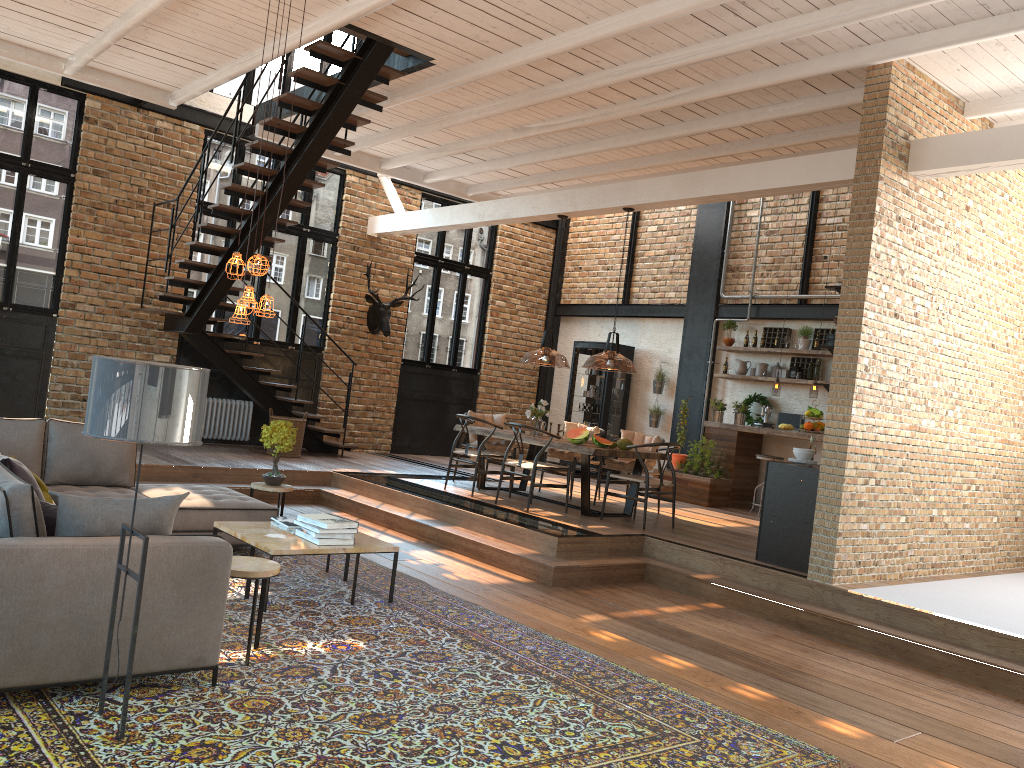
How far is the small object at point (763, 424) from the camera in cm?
1166

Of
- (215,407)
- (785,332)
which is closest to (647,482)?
(785,332)

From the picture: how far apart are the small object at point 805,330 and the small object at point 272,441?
7.1m

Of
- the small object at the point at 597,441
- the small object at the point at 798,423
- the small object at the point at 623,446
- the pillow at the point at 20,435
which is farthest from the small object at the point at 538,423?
the pillow at the point at 20,435

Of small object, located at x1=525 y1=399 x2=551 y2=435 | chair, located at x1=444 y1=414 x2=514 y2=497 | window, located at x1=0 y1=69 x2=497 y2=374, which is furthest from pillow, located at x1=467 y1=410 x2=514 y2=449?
window, located at x1=0 y1=69 x2=497 y2=374

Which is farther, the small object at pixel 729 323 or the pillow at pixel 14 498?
the small object at pixel 729 323

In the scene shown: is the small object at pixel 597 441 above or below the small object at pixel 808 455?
below

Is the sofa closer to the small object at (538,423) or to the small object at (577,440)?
the small object at (577,440)

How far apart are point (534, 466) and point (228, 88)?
7.0m

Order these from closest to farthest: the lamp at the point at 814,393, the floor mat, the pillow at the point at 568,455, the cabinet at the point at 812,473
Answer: the floor mat → the cabinet at the point at 812,473 → the pillow at the point at 568,455 → the lamp at the point at 814,393
